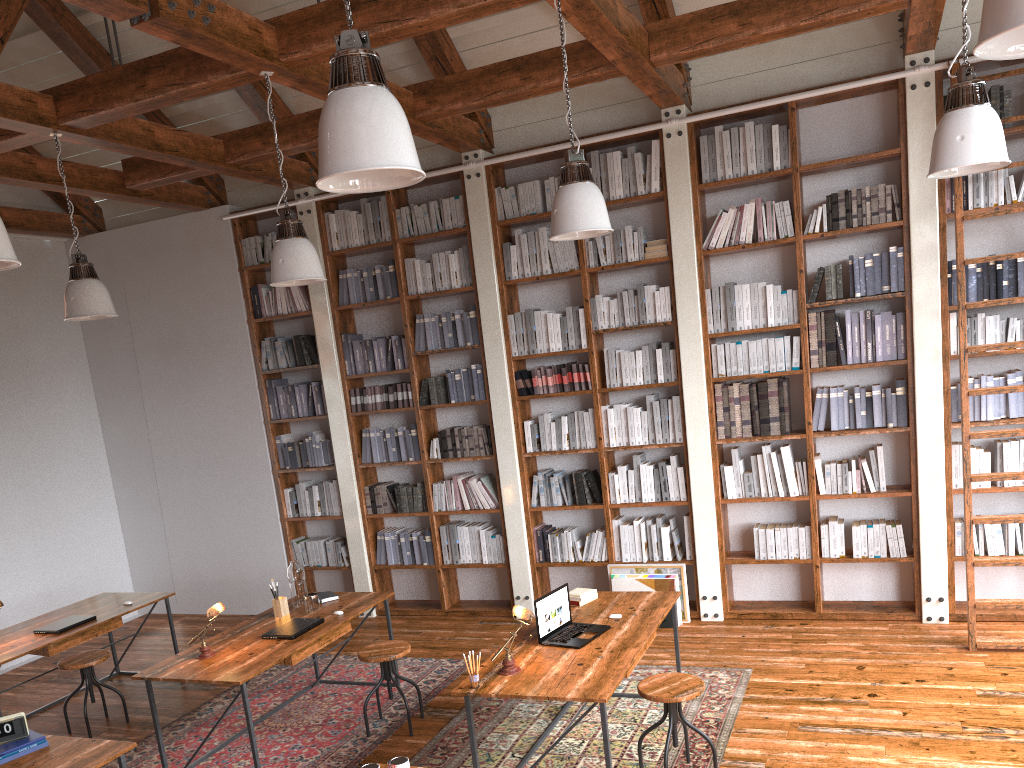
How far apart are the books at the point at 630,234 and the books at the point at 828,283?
1.4 meters

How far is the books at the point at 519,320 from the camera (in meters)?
6.76

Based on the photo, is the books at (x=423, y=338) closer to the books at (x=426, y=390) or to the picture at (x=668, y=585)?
the books at (x=426, y=390)

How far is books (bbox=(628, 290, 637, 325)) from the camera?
6.4m

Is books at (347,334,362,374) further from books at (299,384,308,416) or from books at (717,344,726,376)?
books at (717,344,726,376)

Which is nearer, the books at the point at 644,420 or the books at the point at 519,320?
the books at the point at 644,420

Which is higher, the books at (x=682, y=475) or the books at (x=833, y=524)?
the books at (x=682, y=475)

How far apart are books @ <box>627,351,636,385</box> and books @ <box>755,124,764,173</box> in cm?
156

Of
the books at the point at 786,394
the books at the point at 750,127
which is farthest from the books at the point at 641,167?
the books at the point at 786,394

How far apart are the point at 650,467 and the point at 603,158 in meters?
2.3 m
